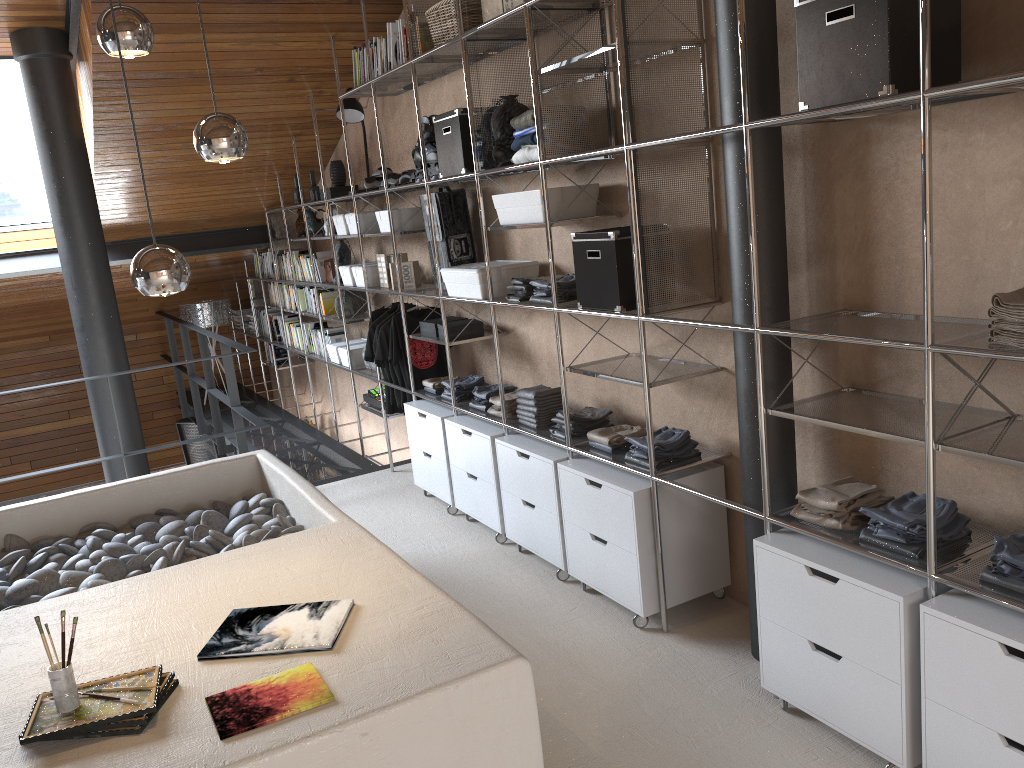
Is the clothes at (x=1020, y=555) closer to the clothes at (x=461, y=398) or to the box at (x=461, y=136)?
the box at (x=461, y=136)

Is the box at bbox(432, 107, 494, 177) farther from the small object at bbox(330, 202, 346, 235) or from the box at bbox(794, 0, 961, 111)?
the box at bbox(794, 0, 961, 111)

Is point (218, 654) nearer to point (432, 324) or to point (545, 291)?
point (545, 291)

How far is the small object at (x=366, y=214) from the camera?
5.5m

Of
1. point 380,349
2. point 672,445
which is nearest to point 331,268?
point 380,349

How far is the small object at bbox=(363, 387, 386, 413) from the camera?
5.84m

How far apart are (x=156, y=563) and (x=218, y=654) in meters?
1.2

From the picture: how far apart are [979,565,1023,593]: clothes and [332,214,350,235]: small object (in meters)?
4.45

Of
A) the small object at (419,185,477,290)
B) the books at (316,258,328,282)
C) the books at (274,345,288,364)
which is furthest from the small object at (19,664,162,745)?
the books at (274,345,288,364)

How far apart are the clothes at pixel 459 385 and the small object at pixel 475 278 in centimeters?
58cm
